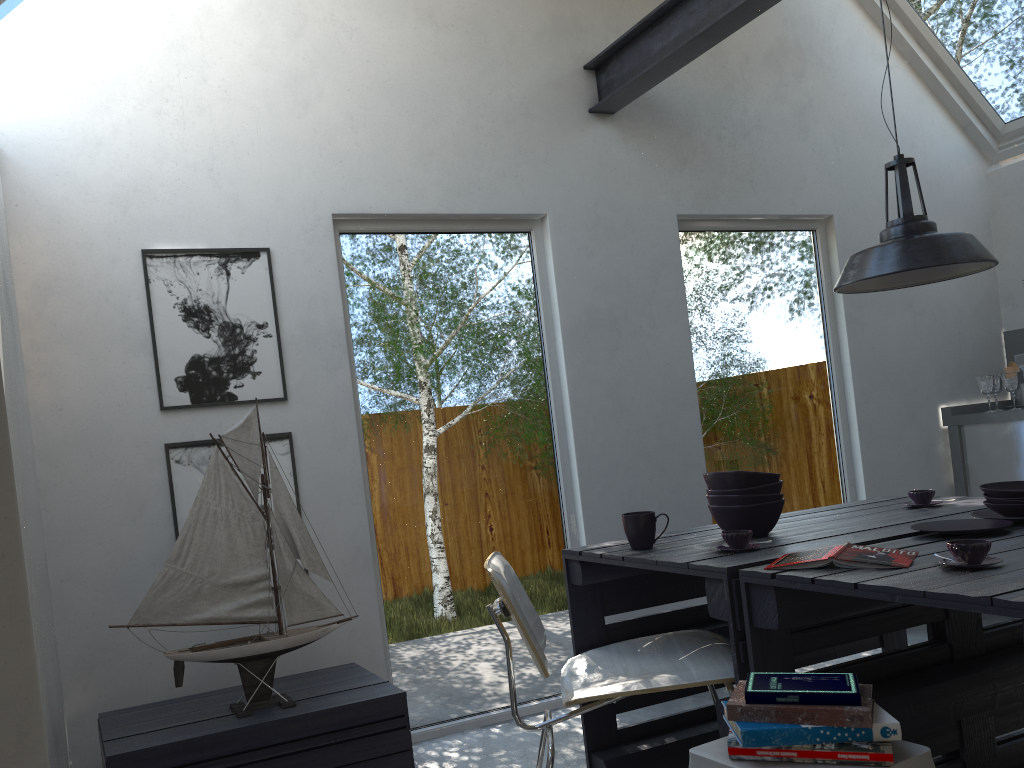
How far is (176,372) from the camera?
3.1m

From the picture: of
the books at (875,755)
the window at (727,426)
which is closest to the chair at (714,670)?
the books at (875,755)

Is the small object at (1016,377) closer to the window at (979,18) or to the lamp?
the window at (979,18)

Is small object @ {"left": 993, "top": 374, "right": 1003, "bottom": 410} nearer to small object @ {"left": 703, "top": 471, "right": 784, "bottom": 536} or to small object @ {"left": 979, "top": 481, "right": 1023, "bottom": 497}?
small object @ {"left": 979, "top": 481, "right": 1023, "bottom": 497}

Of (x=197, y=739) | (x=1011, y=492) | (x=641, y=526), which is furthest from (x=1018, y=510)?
(x=197, y=739)

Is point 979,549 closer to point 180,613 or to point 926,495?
point 926,495

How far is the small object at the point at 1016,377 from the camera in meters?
4.7

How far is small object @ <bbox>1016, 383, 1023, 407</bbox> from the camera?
4.9m

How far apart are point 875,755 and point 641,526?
1.1m

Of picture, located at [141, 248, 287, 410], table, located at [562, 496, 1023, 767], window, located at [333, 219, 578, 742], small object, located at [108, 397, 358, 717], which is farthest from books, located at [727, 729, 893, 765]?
picture, located at [141, 248, 287, 410]
